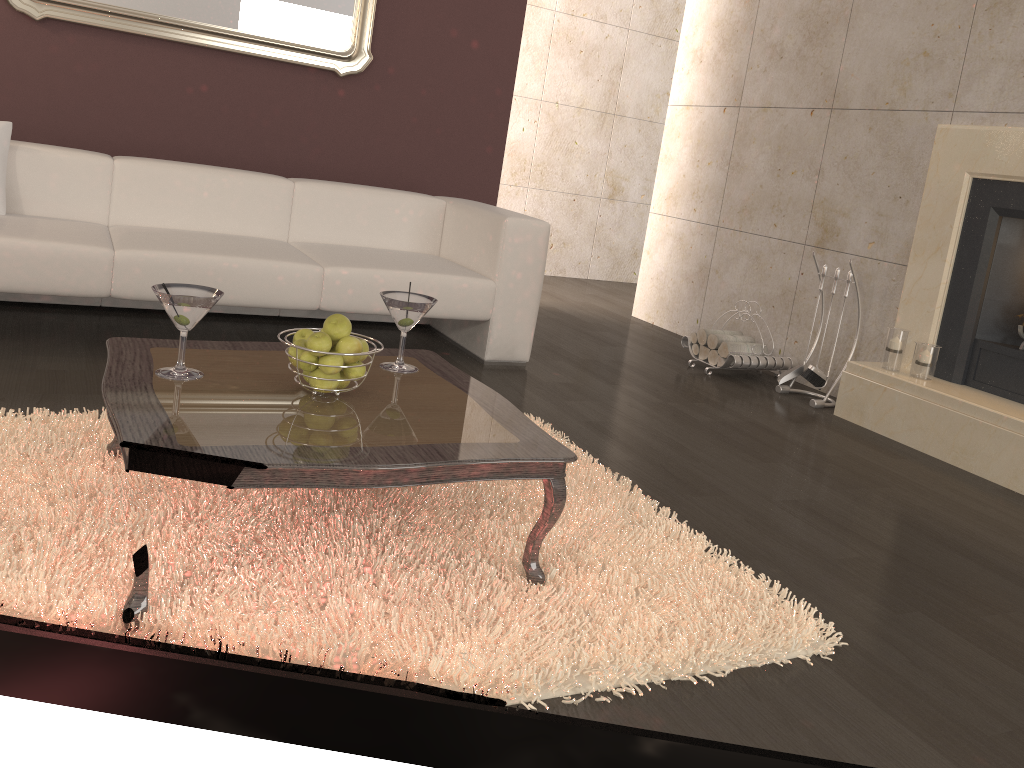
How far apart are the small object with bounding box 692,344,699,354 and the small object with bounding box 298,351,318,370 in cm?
298

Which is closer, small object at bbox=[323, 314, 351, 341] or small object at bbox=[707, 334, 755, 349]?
small object at bbox=[323, 314, 351, 341]

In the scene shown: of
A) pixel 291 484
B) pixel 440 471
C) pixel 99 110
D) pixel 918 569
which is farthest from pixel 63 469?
pixel 99 110

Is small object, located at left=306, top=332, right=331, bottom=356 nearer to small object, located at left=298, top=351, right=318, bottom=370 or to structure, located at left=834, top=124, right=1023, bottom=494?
→ small object, located at left=298, top=351, right=318, bottom=370

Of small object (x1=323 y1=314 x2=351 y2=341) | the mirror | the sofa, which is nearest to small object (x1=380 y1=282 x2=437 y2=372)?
small object (x1=323 y1=314 x2=351 y2=341)

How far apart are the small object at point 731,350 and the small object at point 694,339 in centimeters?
21cm

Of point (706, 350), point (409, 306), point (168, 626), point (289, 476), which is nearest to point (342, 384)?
point (409, 306)

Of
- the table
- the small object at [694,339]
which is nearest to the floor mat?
the table

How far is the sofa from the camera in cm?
312

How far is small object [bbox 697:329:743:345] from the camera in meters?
4.5 m
